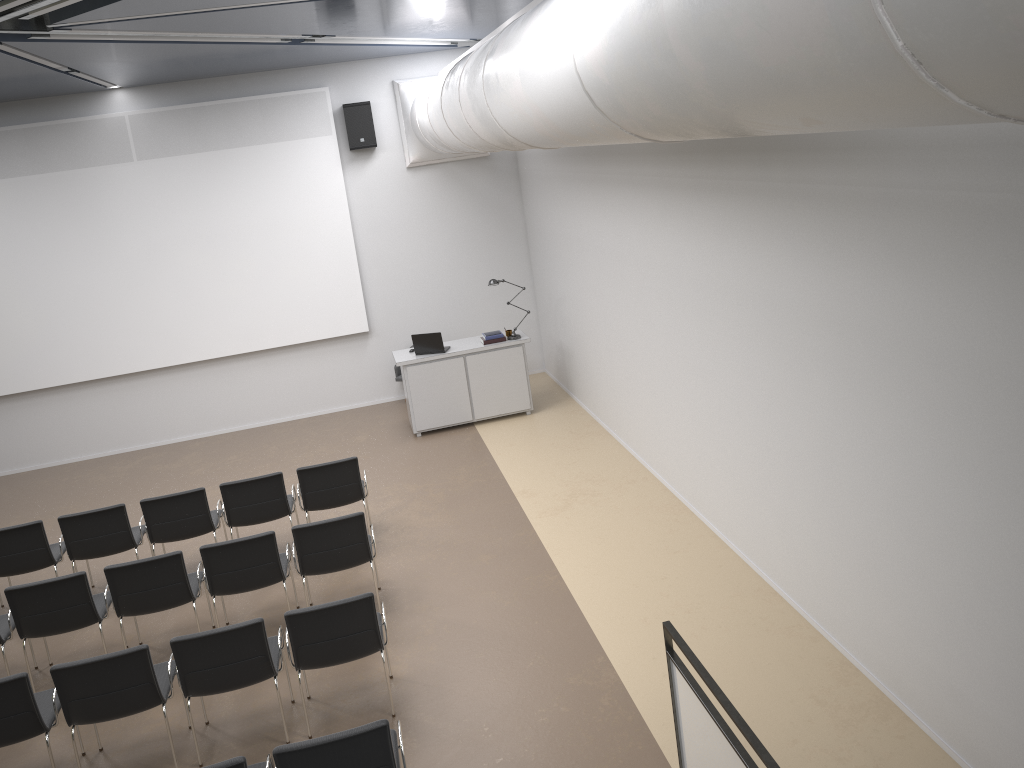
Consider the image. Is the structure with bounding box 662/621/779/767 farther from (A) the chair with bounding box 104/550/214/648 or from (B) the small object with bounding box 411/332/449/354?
(B) the small object with bounding box 411/332/449/354

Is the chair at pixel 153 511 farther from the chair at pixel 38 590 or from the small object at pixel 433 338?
the small object at pixel 433 338

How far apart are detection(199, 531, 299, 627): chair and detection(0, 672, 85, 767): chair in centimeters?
128cm

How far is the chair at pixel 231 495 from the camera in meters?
8.0 m

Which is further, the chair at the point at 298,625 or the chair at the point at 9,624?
the chair at the point at 9,624

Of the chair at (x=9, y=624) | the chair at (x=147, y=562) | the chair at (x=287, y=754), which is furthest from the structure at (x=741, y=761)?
the chair at (x=9, y=624)

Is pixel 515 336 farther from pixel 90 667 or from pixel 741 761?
pixel 741 761

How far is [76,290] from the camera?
11.58m

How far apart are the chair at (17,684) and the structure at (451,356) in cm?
581

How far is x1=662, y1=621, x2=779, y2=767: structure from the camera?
3.8 meters
